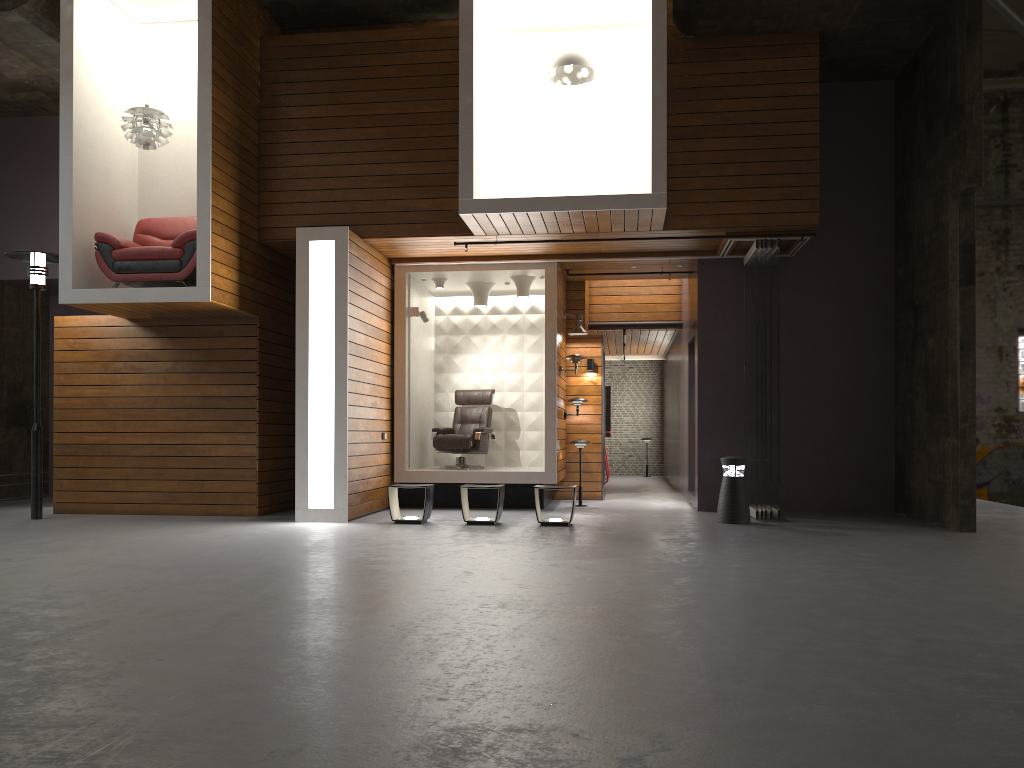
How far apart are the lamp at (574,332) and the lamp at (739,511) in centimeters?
327cm

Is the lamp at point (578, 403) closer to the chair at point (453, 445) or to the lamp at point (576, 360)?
the lamp at point (576, 360)

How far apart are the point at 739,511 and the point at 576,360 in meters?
3.0

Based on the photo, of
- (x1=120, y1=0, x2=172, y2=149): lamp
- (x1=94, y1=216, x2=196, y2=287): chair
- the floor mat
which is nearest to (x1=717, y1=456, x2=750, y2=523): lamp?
the floor mat

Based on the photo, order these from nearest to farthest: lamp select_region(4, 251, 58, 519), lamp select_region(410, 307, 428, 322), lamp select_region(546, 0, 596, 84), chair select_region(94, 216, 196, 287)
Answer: chair select_region(94, 216, 196, 287), lamp select_region(546, 0, 596, 84), lamp select_region(4, 251, 58, 519), lamp select_region(410, 307, 428, 322)

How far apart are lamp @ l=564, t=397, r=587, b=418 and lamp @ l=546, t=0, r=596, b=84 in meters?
4.2 m

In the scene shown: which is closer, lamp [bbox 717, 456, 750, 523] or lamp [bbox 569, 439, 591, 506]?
lamp [bbox 717, 456, 750, 523]

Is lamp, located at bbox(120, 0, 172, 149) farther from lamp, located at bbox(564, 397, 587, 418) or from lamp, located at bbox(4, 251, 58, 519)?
lamp, located at bbox(564, 397, 587, 418)

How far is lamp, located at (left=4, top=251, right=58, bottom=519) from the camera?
9.4 meters

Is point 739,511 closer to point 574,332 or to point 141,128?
point 574,332
